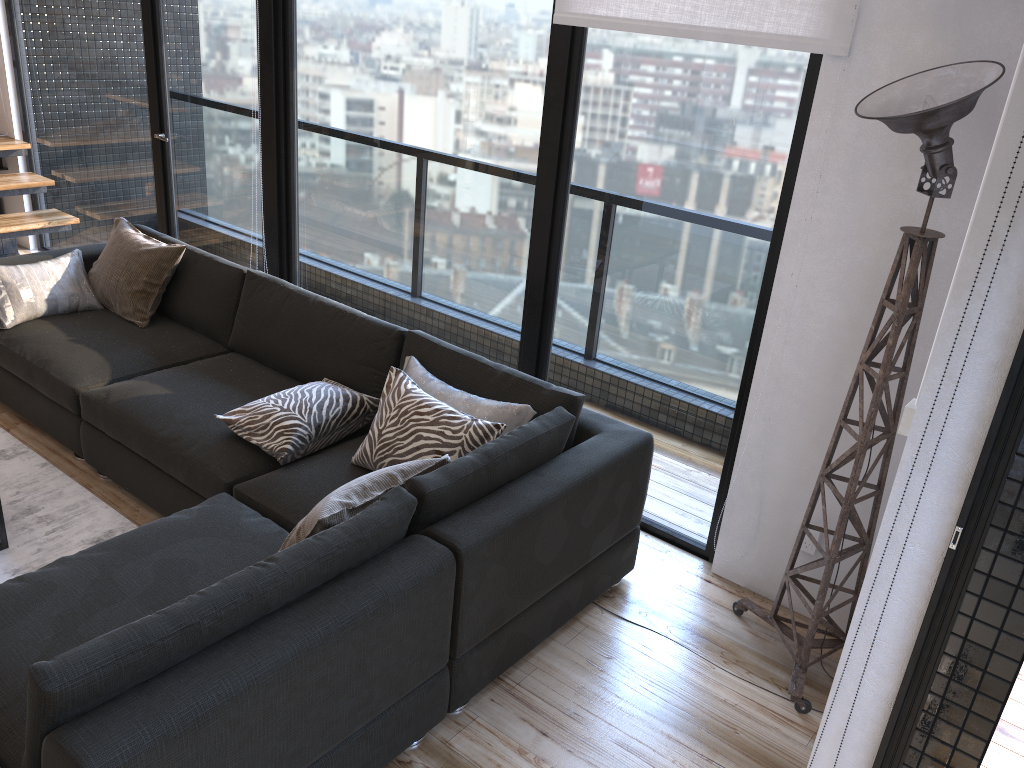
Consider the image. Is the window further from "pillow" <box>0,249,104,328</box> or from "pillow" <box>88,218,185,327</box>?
"pillow" <box>0,249,104,328</box>

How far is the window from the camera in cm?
289

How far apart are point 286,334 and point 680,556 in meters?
1.8 m

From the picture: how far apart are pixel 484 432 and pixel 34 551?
1.6 meters

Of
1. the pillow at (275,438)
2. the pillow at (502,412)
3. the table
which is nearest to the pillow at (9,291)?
the table

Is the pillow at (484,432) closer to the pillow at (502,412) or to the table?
the pillow at (502,412)

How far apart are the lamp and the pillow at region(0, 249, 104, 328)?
3.1m

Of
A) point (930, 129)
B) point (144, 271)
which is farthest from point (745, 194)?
point (144, 271)

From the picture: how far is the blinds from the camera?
2.5 meters

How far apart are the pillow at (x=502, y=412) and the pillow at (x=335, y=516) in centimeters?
39cm
